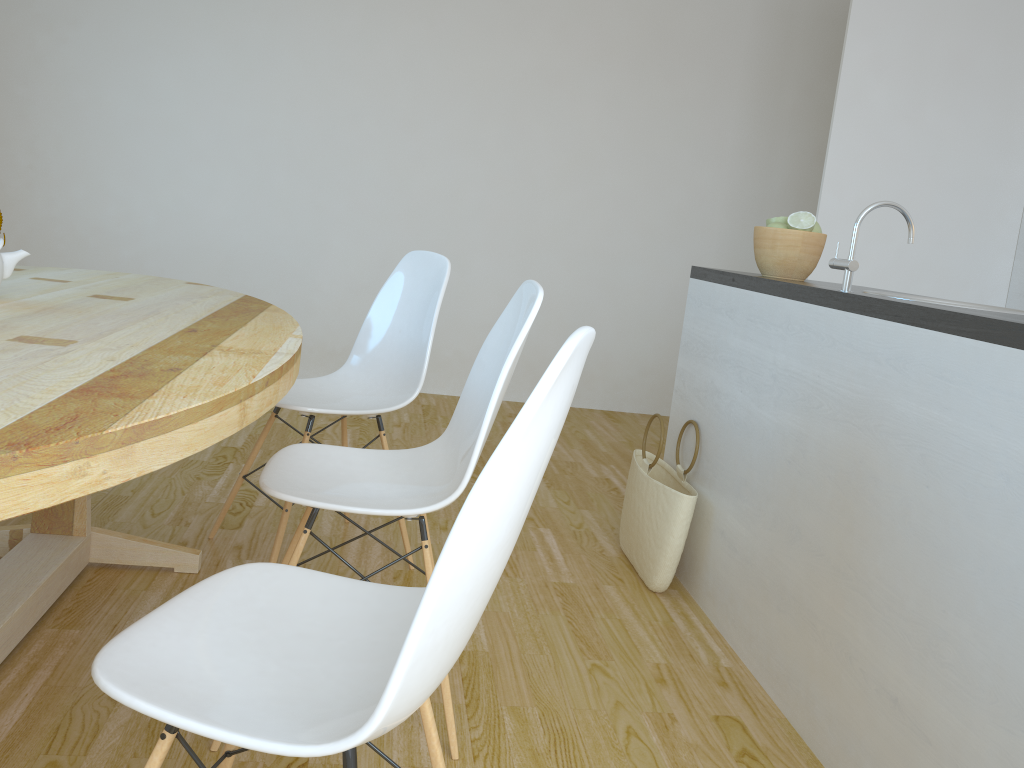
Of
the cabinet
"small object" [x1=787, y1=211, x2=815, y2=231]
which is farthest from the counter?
"small object" [x1=787, y1=211, x2=815, y2=231]

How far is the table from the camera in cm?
95

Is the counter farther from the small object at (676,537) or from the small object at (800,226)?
the small object at (676,537)

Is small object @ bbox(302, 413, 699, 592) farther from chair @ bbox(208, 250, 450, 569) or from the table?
the table

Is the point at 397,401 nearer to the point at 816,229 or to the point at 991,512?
the point at 816,229

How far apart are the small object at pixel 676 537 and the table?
1.17m

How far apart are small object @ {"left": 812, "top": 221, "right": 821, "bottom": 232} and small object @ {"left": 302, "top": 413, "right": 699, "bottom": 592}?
0.8 meters

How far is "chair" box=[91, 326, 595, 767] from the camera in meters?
0.9 m

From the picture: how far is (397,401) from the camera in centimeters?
247cm

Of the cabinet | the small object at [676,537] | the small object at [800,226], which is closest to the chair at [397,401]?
the small object at [676,537]
